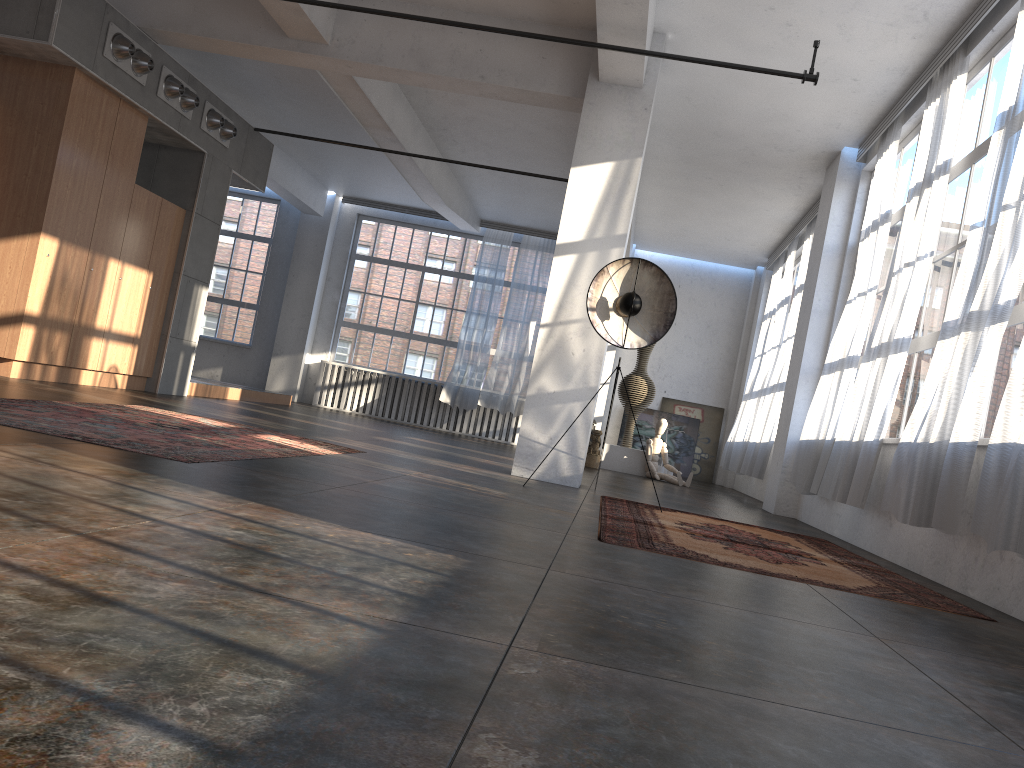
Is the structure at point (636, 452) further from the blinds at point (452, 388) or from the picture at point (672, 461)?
the blinds at point (452, 388)

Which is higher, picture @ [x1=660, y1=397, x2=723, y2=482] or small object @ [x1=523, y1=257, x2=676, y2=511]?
small object @ [x1=523, y1=257, x2=676, y2=511]

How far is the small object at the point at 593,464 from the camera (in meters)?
12.30

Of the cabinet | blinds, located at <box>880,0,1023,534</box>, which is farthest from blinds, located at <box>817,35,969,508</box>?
the cabinet

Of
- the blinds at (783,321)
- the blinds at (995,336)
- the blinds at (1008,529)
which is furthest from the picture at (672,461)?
the blinds at (1008,529)

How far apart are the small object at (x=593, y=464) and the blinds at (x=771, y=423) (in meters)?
1.98

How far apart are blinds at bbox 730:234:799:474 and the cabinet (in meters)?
7.94

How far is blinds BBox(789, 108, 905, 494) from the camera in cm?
791

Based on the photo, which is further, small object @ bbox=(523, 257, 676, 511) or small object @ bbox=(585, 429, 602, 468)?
small object @ bbox=(585, 429, 602, 468)

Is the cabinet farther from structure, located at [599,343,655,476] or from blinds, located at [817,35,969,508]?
blinds, located at [817,35,969,508]
